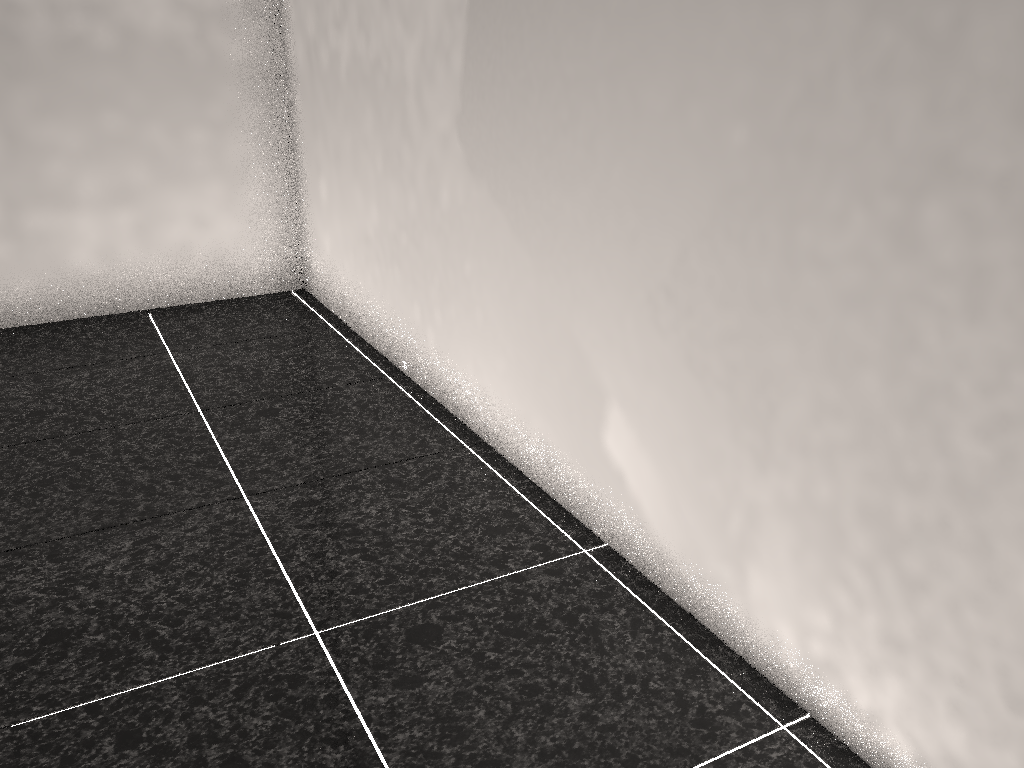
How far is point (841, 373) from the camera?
1.3m

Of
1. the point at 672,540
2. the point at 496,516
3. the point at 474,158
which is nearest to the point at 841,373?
the point at 672,540
